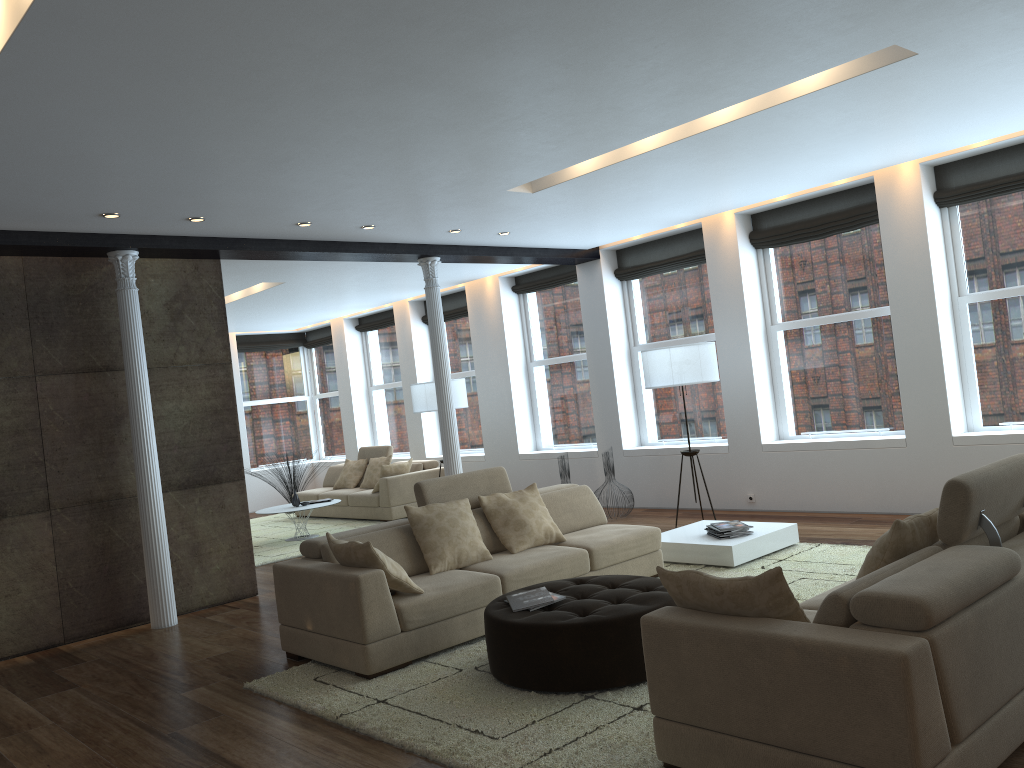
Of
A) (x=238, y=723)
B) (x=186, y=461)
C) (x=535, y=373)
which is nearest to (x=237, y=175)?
(x=186, y=461)

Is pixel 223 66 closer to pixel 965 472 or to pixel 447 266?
pixel 965 472

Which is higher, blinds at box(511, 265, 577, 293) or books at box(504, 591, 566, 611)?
blinds at box(511, 265, 577, 293)

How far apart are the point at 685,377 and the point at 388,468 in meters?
4.7

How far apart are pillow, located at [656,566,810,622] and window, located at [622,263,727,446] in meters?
6.4

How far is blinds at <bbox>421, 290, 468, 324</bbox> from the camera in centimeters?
1256cm

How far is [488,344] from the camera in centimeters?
1181cm

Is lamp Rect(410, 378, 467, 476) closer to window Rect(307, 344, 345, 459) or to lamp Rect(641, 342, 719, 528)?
lamp Rect(641, 342, 719, 528)

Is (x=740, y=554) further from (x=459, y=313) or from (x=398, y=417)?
(x=398, y=417)

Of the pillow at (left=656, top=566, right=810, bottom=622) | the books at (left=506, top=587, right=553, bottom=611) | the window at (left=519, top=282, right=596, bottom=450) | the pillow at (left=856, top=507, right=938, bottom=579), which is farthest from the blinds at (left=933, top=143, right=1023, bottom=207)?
the pillow at (left=656, top=566, right=810, bottom=622)
